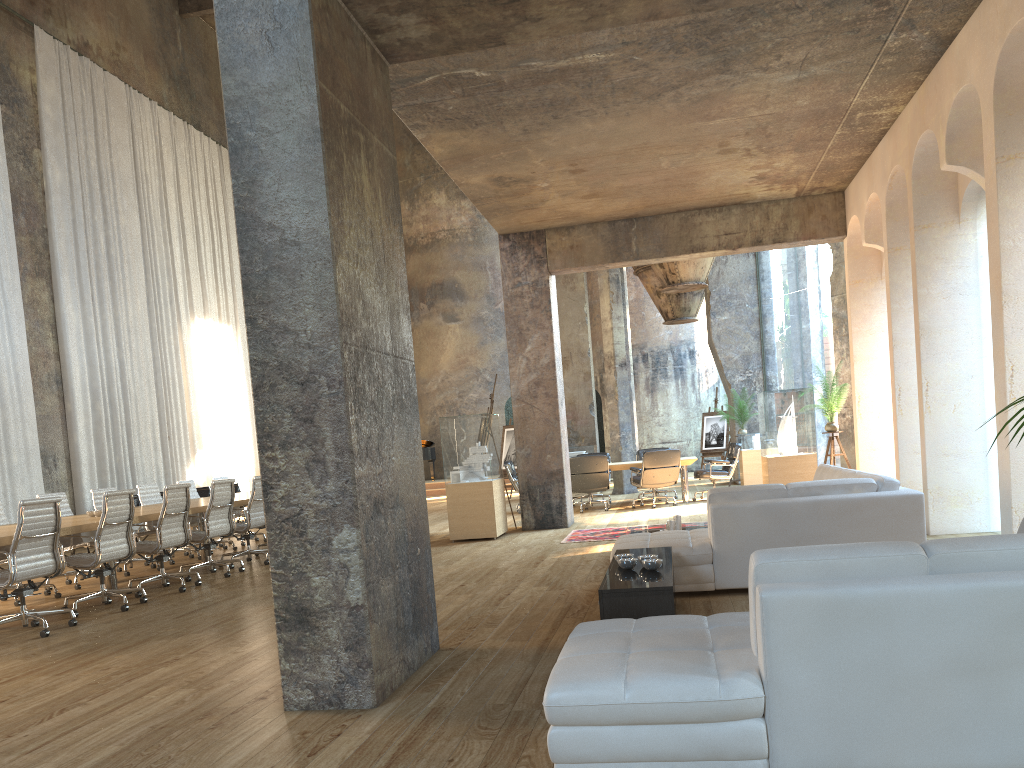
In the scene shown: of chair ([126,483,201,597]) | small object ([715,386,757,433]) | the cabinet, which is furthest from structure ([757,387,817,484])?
chair ([126,483,201,597])

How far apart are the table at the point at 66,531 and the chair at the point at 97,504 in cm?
71

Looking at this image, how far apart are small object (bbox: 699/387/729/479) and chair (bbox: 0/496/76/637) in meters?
15.6 m

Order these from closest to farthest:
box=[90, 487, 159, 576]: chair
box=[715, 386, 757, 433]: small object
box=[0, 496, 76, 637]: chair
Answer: box=[0, 496, 76, 637]: chair < box=[90, 487, 159, 576]: chair < box=[715, 386, 757, 433]: small object

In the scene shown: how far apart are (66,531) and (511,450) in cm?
1053

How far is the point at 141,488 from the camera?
11.0 meters

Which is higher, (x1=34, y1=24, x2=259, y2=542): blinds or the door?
(x1=34, y1=24, x2=259, y2=542): blinds

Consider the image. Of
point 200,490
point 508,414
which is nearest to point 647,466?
point 200,490

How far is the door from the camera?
25.89m

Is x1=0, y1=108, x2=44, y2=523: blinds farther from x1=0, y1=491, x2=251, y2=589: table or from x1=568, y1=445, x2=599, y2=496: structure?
x1=568, y1=445, x2=599, y2=496: structure
